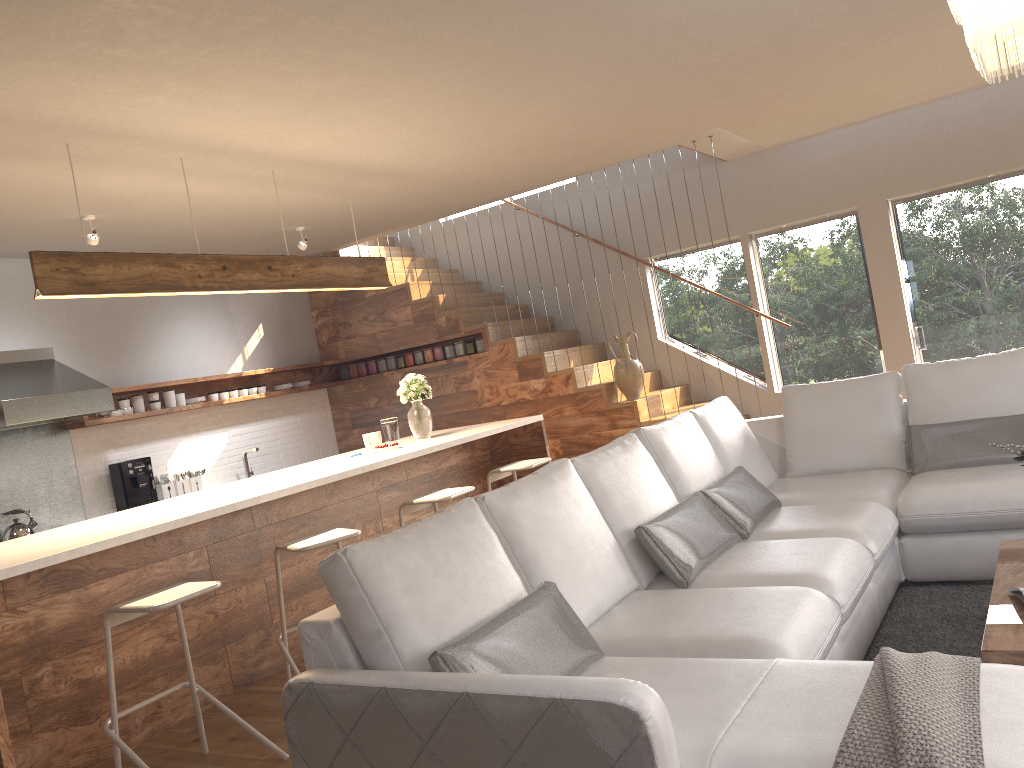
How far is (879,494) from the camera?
4.1 meters

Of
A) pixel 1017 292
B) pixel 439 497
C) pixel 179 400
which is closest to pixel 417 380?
pixel 439 497

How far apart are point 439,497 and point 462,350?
3.60m

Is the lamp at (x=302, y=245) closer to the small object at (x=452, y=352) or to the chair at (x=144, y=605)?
the small object at (x=452, y=352)

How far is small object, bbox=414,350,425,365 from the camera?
8.43m

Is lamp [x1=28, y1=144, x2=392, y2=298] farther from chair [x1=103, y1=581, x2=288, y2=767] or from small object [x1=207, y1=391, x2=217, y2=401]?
small object [x1=207, y1=391, x2=217, y2=401]

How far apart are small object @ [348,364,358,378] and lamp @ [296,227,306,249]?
2.1m

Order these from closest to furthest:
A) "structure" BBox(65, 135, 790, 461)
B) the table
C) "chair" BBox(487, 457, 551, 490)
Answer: the table
"chair" BBox(487, 457, 551, 490)
"structure" BBox(65, 135, 790, 461)

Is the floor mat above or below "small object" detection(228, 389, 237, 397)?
below

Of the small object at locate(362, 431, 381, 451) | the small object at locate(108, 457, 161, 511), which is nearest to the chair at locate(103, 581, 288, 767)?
the small object at locate(362, 431, 381, 451)
